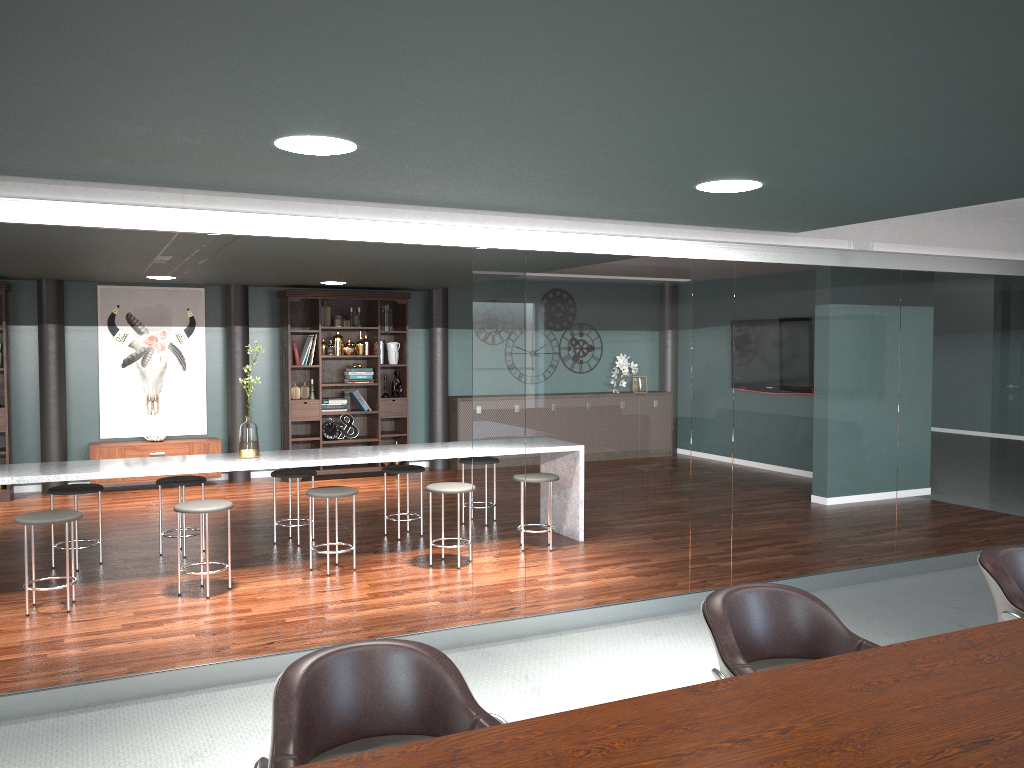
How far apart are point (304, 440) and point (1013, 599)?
7.47m

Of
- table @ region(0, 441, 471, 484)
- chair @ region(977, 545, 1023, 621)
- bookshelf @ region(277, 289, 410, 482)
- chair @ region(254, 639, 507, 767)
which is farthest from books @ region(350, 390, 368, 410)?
chair @ region(254, 639, 507, 767)

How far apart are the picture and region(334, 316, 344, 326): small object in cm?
138

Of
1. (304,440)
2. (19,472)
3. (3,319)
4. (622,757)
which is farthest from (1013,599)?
(3,319)

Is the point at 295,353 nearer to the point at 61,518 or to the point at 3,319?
the point at 3,319

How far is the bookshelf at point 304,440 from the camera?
9.2 meters

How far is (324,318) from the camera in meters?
9.4 m

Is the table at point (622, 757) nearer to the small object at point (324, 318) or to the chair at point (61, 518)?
the chair at point (61, 518)

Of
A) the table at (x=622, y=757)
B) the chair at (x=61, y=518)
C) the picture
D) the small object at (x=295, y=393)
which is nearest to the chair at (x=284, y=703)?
the table at (x=622, y=757)

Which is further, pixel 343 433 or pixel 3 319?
pixel 343 433
